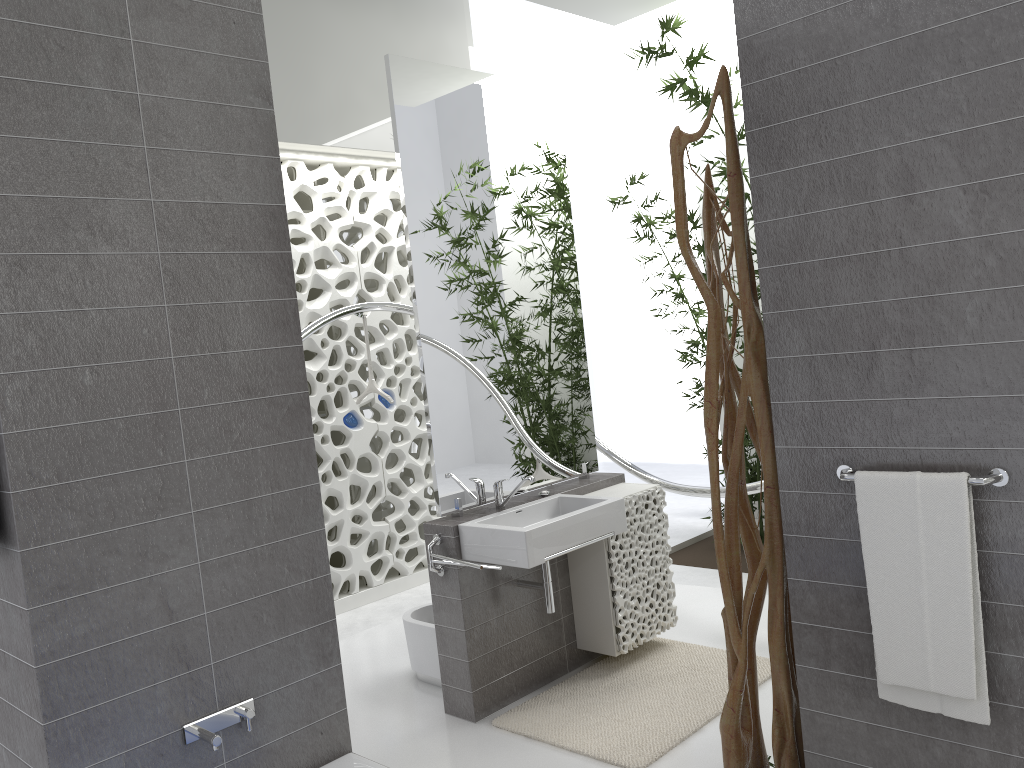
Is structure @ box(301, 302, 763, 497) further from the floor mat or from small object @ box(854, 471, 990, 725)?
small object @ box(854, 471, 990, 725)

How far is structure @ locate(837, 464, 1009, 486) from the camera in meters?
2.2

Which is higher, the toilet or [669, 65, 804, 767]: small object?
[669, 65, 804, 767]: small object

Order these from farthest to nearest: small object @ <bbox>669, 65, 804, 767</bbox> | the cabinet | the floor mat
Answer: the cabinet
the floor mat
small object @ <bbox>669, 65, 804, 767</bbox>

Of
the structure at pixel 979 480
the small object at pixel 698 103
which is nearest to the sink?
the structure at pixel 979 480

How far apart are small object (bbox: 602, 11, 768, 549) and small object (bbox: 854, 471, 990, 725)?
3.94m

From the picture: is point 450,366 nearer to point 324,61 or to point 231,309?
point 231,309

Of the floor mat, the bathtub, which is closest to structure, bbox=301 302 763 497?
the floor mat

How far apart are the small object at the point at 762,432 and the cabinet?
1.0m

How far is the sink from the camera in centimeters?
350cm
